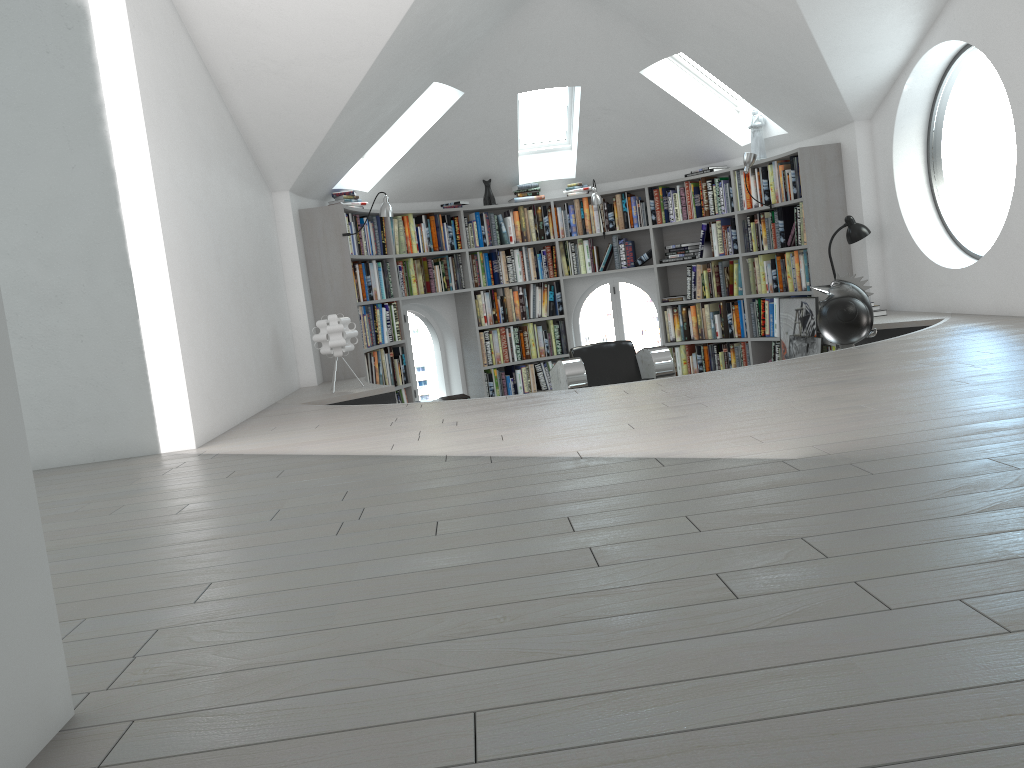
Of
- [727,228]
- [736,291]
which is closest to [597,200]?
[727,228]

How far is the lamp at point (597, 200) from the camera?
Answer: 8.35m

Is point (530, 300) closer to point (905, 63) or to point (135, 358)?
point (905, 63)

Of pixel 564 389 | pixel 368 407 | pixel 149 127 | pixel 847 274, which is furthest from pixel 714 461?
pixel 564 389

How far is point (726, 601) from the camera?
1.49m

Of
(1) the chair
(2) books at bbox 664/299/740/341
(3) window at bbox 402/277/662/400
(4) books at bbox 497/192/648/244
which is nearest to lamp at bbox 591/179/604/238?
(4) books at bbox 497/192/648/244

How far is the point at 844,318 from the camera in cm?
544

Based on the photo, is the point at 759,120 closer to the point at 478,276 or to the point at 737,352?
the point at 737,352

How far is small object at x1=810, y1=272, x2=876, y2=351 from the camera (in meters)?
5.44

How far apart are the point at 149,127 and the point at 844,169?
5.3 meters
